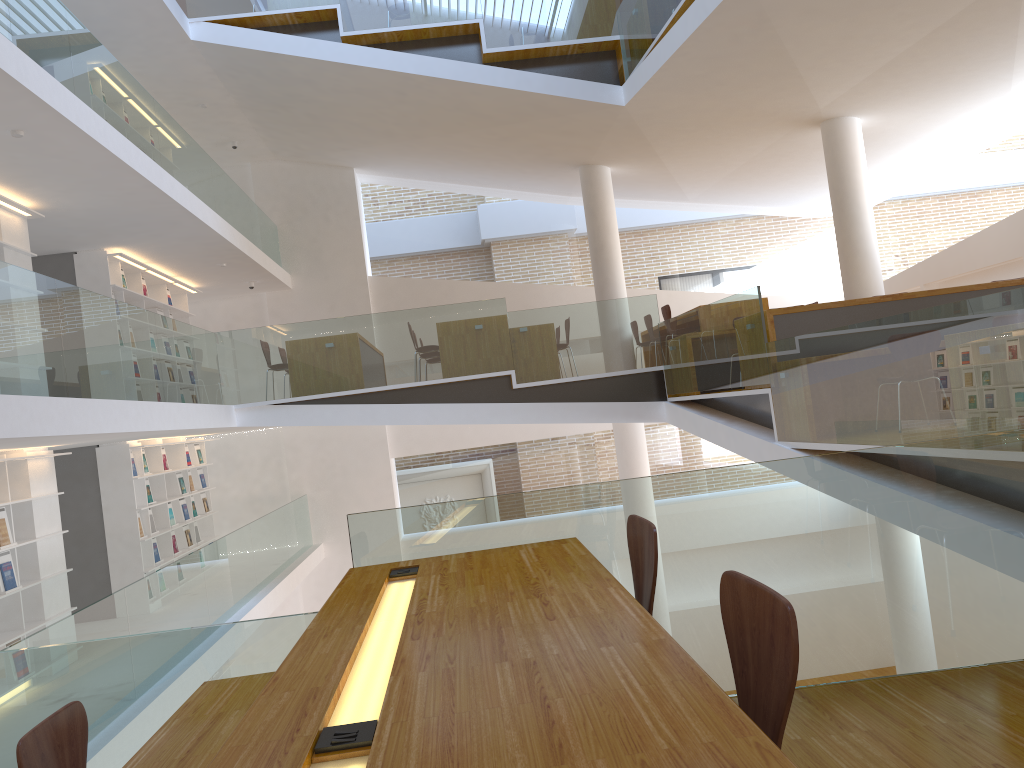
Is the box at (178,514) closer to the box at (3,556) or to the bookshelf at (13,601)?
the bookshelf at (13,601)

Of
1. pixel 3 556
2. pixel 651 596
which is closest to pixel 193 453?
pixel 3 556

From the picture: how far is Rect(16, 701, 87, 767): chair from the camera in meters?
2.3

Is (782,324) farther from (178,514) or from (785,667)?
(178,514)

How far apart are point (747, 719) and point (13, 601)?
7.1m

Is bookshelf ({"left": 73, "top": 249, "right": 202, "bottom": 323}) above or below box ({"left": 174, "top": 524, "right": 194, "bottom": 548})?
above

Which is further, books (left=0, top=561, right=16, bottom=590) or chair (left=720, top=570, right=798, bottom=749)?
books (left=0, top=561, right=16, bottom=590)

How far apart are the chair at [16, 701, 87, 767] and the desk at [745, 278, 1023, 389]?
5.6 meters

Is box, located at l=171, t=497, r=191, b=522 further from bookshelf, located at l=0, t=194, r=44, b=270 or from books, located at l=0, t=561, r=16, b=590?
books, located at l=0, t=561, r=16, b=590

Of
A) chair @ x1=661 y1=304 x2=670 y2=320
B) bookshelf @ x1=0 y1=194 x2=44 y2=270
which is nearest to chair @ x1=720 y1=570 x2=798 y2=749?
bookshelf @ x1=0 y1=194 x2=44 y2=270
